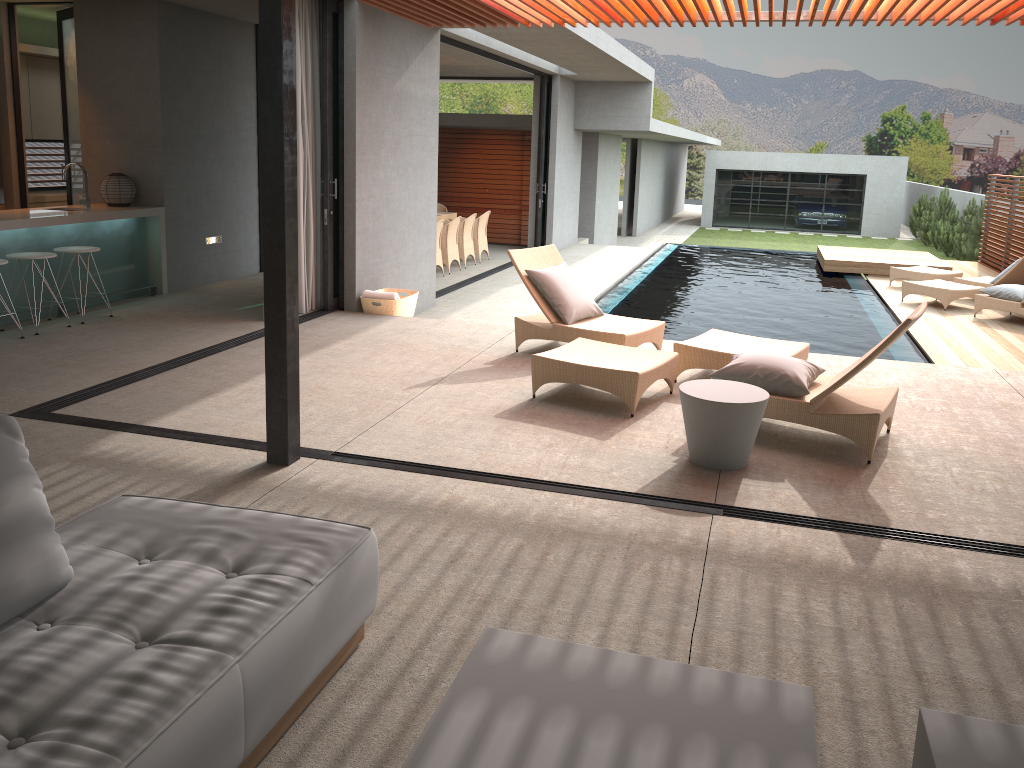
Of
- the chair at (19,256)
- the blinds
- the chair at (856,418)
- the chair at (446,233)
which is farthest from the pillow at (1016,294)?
the chair at (19,256)

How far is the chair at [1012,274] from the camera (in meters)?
12.09

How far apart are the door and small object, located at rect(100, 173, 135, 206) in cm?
121

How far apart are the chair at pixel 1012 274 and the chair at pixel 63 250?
11.33m

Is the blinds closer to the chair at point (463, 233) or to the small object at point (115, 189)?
the small object at point (115, 189)

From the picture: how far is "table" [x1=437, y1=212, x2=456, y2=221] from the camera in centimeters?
1461cm

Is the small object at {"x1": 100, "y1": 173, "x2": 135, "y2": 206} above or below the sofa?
above

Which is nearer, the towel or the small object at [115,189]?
the towel

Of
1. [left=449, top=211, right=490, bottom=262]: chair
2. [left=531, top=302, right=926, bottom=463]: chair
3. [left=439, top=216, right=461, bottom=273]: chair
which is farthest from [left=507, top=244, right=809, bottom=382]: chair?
[left=449, top=211, right=490, bottom=262]: chair

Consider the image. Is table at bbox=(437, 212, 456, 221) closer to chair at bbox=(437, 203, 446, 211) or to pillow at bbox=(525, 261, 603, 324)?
chair at bbox=(437, 203, 446, 211)
